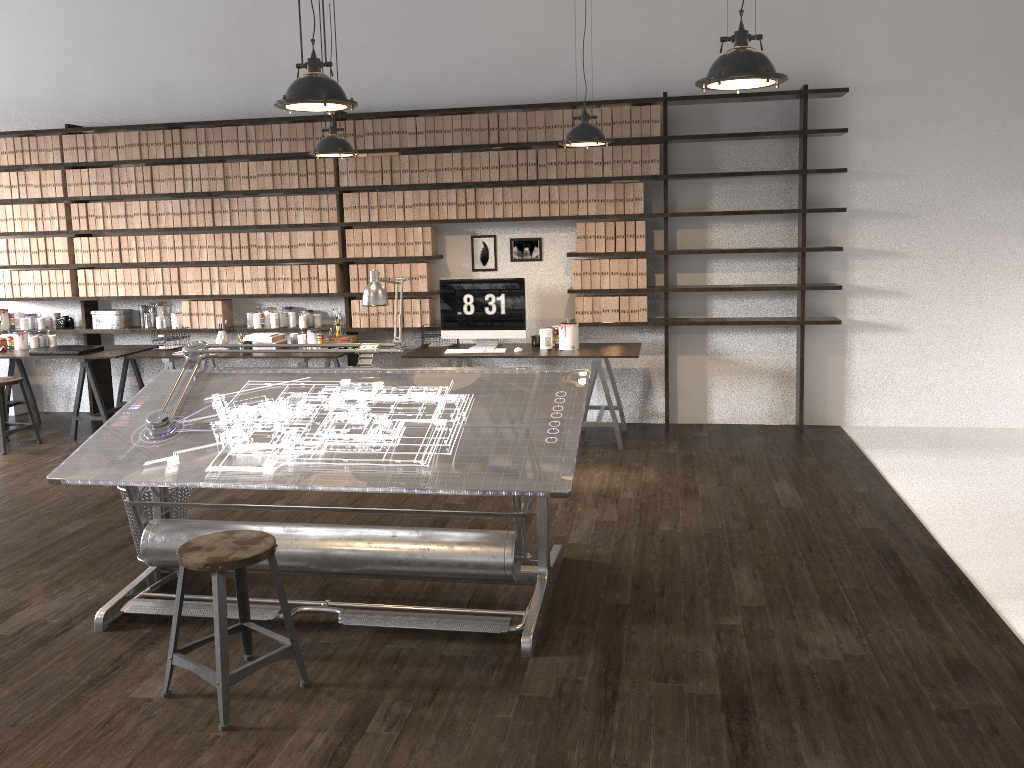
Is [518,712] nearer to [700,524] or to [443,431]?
[443,431]

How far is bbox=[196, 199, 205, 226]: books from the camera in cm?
700

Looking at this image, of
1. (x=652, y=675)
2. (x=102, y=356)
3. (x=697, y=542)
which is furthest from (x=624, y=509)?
(x=102, y=356)

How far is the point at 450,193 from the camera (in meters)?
6.63

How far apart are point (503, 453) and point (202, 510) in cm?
247

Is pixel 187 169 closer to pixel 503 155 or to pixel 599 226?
pixel 503 155

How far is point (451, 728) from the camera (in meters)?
2.82

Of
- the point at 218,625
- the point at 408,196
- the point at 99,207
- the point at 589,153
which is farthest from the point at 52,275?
the point at 218,625

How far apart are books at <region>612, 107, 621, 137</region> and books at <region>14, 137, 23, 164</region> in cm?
483

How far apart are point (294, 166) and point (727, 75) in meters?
4.6 m
